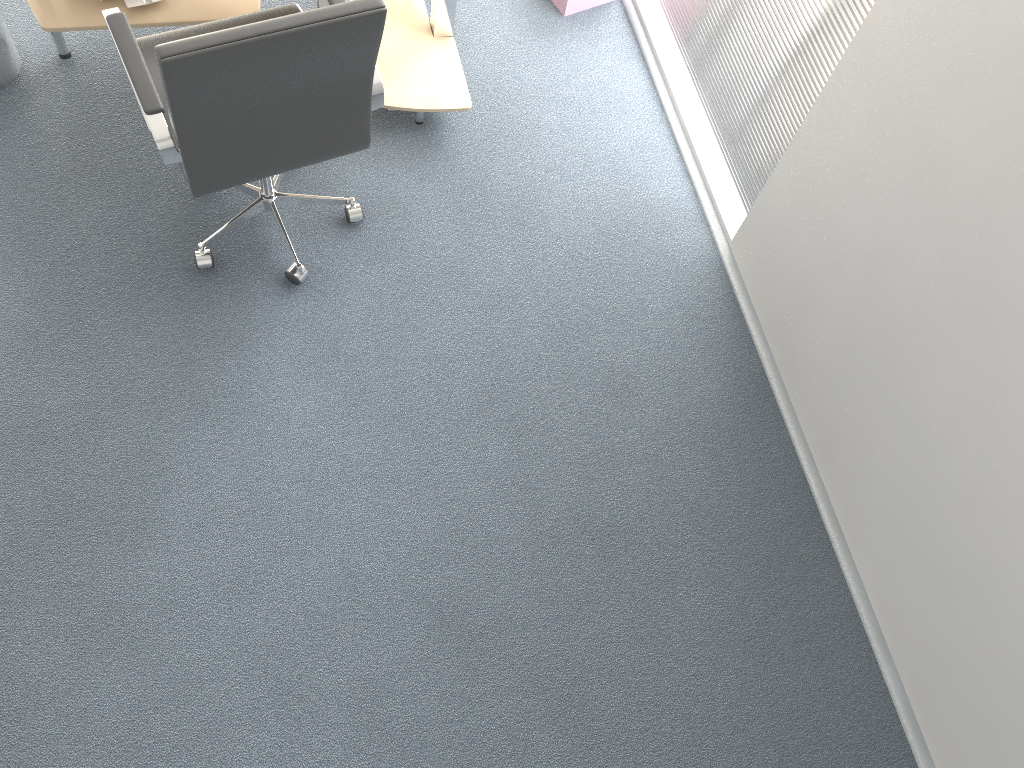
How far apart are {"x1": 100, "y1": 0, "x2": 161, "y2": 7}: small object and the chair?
0.5 meters

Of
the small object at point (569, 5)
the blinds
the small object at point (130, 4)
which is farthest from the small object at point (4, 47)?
the blinds

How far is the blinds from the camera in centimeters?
250cm

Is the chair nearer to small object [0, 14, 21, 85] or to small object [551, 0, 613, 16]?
small object [0, 14, 21, 85]

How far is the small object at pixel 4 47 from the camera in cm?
288

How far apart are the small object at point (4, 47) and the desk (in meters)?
0.13

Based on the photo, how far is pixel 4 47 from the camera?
2.88m

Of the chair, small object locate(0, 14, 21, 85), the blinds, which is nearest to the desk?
small object locate(0, 14, 21, 85)

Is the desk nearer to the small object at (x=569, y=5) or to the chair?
the chair

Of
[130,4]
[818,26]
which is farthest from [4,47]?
[818,26]
